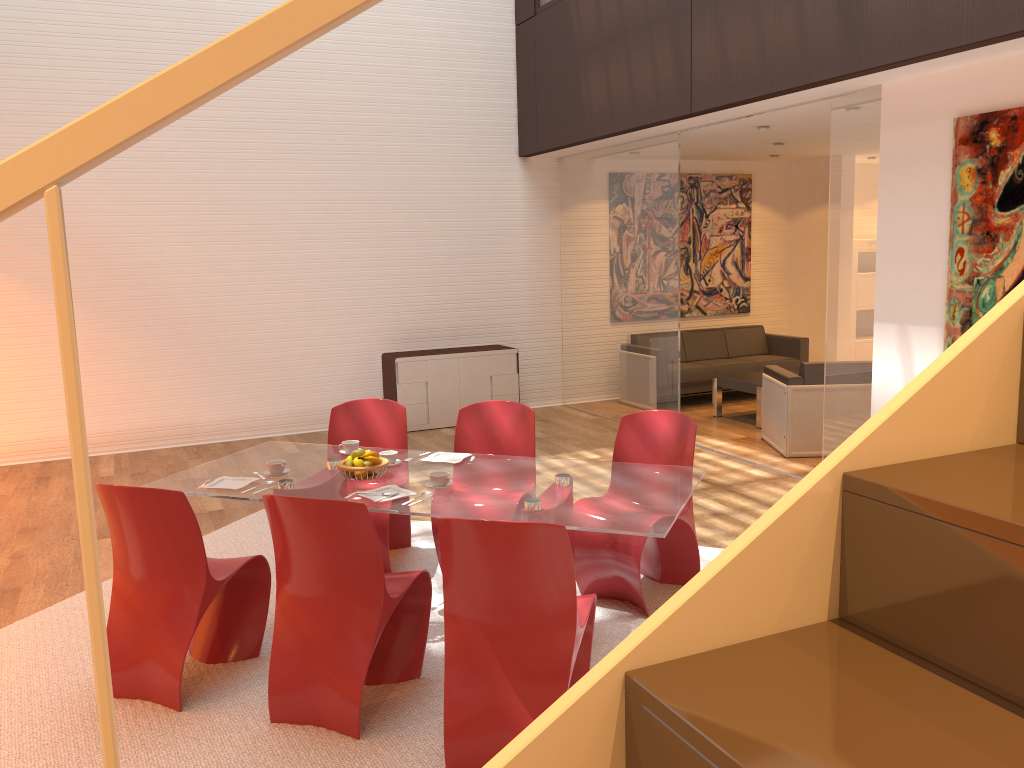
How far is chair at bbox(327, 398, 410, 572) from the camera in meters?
5.1

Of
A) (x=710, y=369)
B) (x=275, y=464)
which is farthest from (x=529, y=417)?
(x=710, y=369)

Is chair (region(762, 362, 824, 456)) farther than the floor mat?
Yes

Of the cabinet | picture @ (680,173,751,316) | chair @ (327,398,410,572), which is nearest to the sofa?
picture @ (680,173,751,316)

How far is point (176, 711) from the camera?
3.5m

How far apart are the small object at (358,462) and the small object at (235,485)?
0.5 meters

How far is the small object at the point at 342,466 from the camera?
4.0m

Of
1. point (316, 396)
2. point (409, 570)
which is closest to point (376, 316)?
point (316, 396)

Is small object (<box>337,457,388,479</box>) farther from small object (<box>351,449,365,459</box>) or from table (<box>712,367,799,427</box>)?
table (<box>712,367,799,427</box>)

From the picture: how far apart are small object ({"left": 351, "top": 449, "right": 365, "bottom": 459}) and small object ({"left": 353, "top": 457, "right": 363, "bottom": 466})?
0.1m
